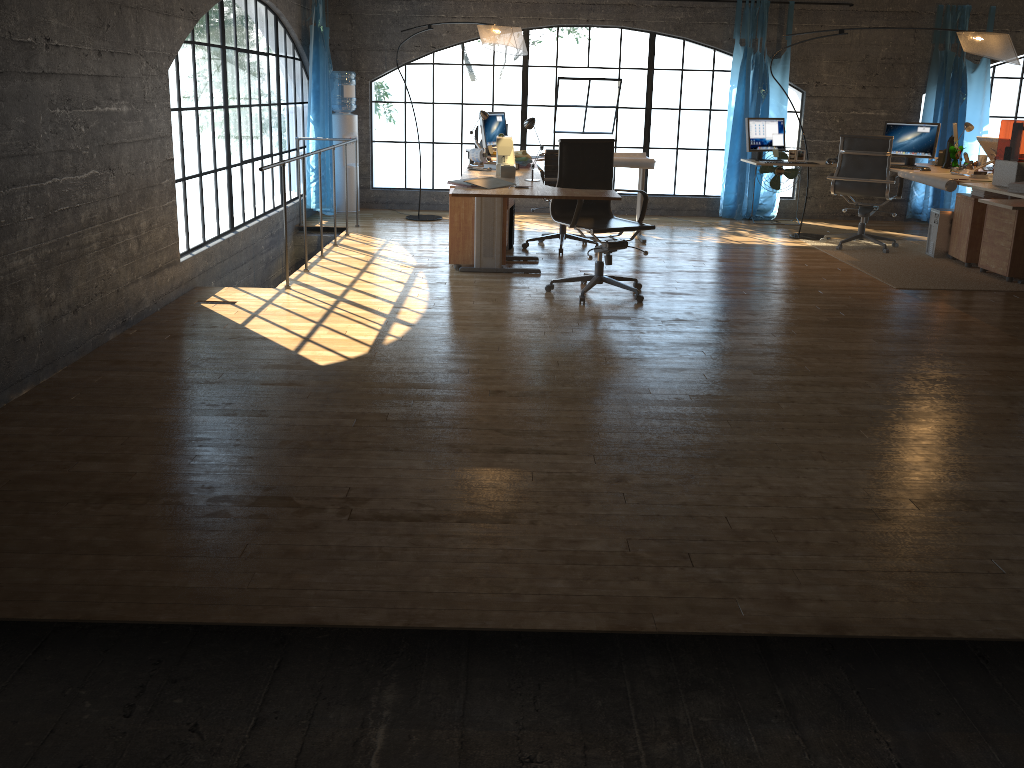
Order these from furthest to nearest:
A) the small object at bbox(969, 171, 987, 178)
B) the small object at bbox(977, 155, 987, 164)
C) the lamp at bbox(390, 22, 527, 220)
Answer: the small object at bbox(977, 155, 987, 164) → the lamp at bbox(390, 22, 527, 220) → the small object at bbox(969, 171, 987, 178)

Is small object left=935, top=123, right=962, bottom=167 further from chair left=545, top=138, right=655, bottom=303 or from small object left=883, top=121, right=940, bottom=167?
chair left=545, top=138, right=655, bottom=303

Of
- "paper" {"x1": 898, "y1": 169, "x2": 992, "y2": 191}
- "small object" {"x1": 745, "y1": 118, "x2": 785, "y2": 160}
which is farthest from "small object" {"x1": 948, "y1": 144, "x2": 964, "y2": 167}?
"small object" {"x1": 745, "y1": 118, "x2": 785, "y2": 160}

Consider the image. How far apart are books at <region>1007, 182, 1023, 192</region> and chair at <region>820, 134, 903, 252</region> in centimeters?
178cm

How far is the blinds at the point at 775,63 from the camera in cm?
905

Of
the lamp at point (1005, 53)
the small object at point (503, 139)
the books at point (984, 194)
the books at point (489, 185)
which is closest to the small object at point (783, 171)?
the lamp at point (1005, 53)

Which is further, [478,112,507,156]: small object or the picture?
the picture

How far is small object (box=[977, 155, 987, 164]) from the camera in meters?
8.0

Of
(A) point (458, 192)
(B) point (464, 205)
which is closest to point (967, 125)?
(B) point (464, 205)

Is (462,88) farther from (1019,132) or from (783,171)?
(1019,132)
